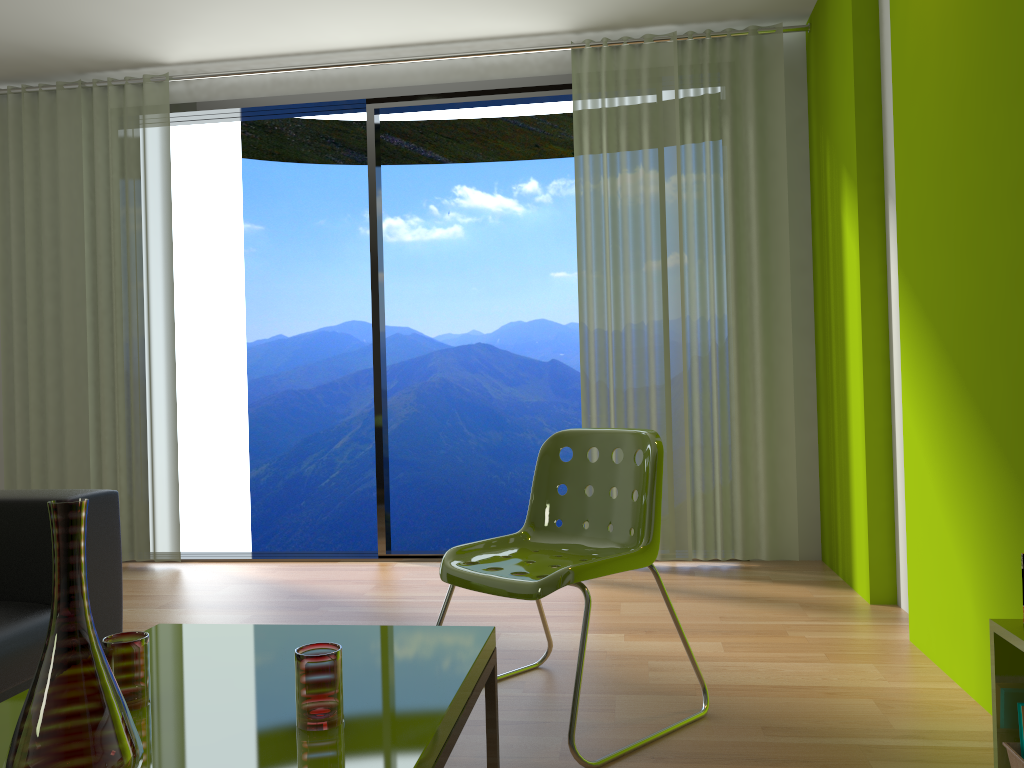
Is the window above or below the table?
above

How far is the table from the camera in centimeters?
133cm

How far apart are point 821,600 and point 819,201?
1.84m

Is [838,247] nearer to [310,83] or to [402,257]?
[310,83]

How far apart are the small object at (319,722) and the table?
0.0m

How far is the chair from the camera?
2.2m

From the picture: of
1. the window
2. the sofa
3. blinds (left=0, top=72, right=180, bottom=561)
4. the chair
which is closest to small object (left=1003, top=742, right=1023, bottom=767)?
the chair

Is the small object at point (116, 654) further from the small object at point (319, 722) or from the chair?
the chair

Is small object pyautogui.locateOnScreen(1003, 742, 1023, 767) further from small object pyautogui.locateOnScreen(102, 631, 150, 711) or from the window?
the window

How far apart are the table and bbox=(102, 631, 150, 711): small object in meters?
0.0
